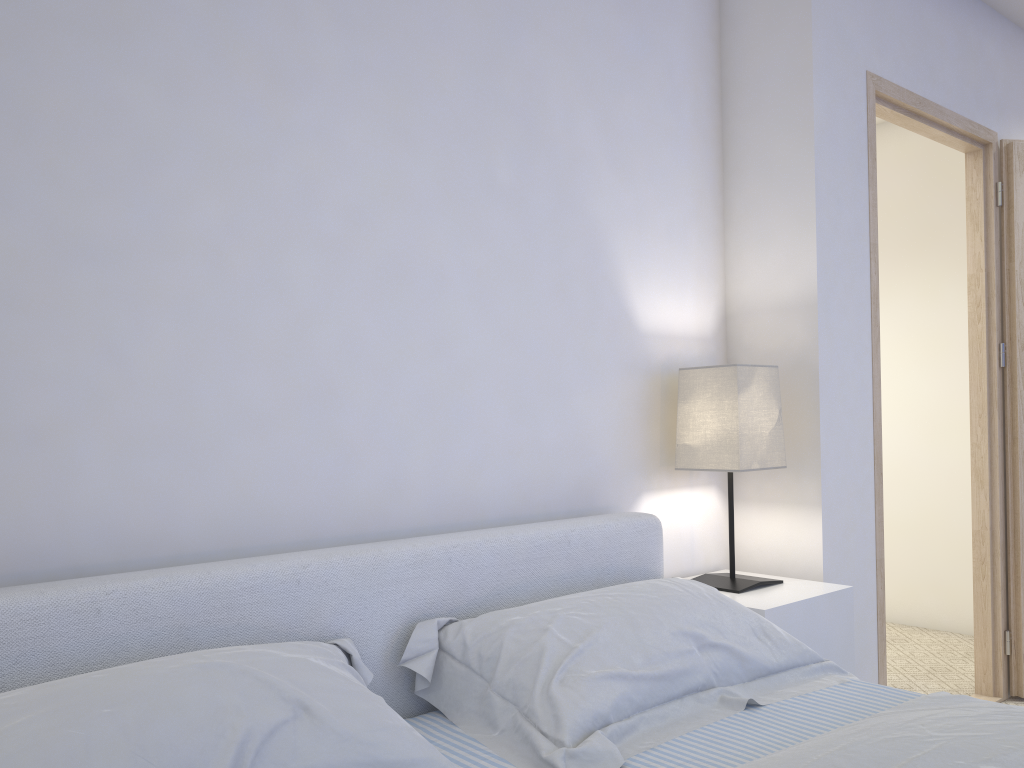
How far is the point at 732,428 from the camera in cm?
224

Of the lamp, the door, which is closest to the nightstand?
the lamp

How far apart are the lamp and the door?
0.45m

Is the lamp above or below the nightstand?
above

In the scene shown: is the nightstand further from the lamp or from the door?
the door

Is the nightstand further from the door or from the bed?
the door

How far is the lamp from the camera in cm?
224

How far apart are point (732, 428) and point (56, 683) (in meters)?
1.61

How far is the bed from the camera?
1.14m

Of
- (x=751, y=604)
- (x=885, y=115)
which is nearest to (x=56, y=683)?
(x=751, y=604)
